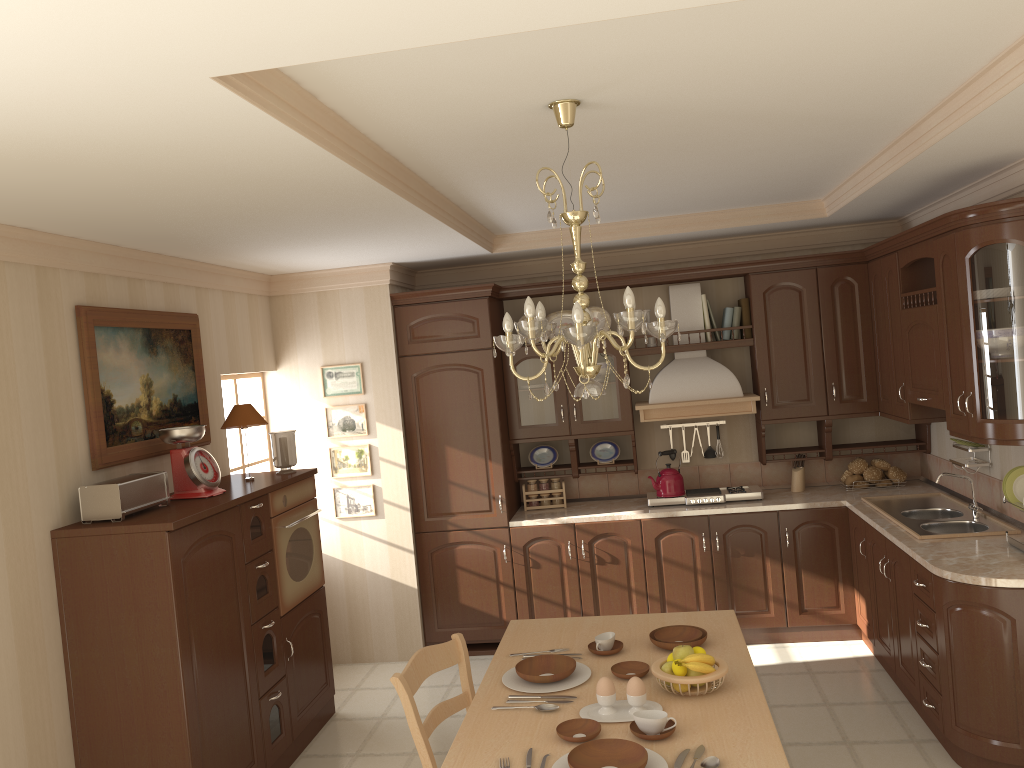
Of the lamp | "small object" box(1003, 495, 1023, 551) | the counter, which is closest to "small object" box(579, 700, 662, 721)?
the lamp

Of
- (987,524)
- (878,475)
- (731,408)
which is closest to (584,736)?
(987,524)

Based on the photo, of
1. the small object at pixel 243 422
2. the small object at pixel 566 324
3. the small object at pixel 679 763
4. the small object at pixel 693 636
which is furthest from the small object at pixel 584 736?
the small object at pixel 566 324

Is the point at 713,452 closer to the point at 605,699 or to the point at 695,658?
the point at 695,658

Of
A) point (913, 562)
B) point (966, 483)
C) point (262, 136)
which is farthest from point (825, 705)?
point (262, 136)

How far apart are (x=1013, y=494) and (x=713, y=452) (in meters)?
2.21

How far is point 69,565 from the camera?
3.4m

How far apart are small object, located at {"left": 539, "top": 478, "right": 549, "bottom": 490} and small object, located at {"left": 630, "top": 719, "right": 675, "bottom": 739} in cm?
338

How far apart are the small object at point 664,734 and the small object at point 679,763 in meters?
0.1

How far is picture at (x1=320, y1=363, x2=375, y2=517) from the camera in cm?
557
